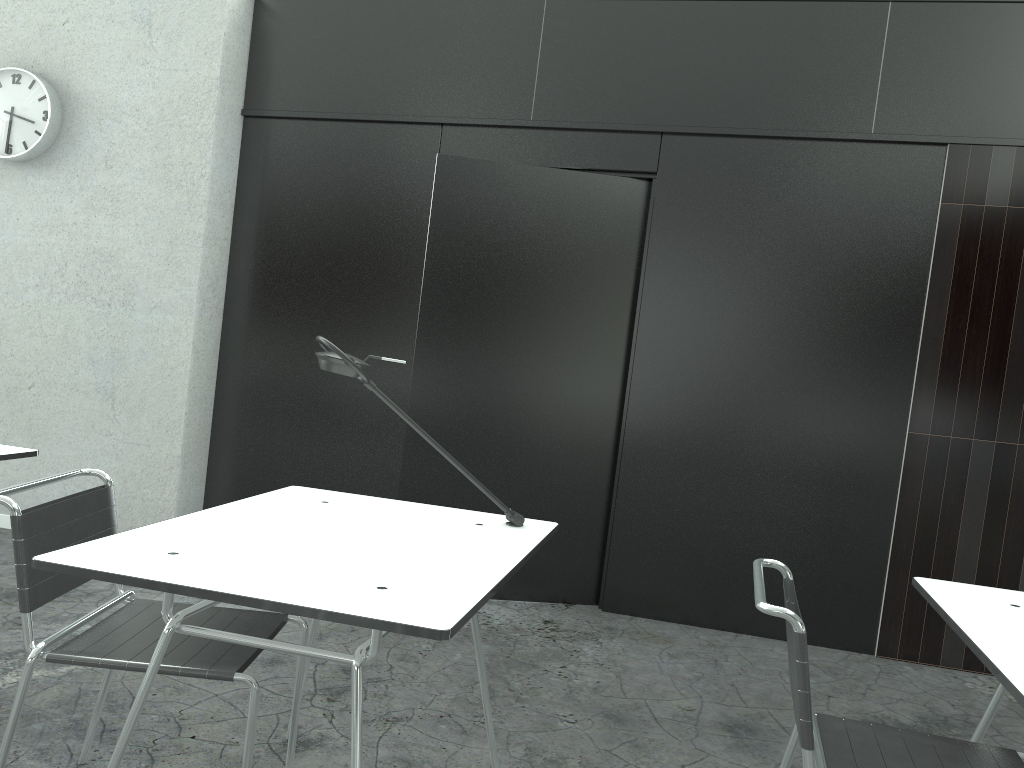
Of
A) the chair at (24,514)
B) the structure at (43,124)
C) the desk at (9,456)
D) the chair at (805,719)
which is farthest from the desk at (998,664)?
the structure at (43,124)

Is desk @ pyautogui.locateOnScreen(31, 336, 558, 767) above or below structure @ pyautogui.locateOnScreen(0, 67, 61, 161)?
below

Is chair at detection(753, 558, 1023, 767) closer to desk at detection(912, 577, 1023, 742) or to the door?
desk at detection(912, 577, 1023, 742)

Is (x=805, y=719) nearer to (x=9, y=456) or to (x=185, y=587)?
(x=185, y=587)

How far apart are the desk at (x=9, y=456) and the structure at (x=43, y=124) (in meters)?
2.11

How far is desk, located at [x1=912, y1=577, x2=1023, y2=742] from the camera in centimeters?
135cm

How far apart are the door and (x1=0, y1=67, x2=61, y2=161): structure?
1.82m

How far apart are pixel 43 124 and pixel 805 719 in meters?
4.0

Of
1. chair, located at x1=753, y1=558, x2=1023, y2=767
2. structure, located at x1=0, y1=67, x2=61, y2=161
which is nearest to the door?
structure, located at x1=0, y1=67, x2=61, y2=161

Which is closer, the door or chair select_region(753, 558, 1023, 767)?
chair select_region(753, 558, 1023, 767)
